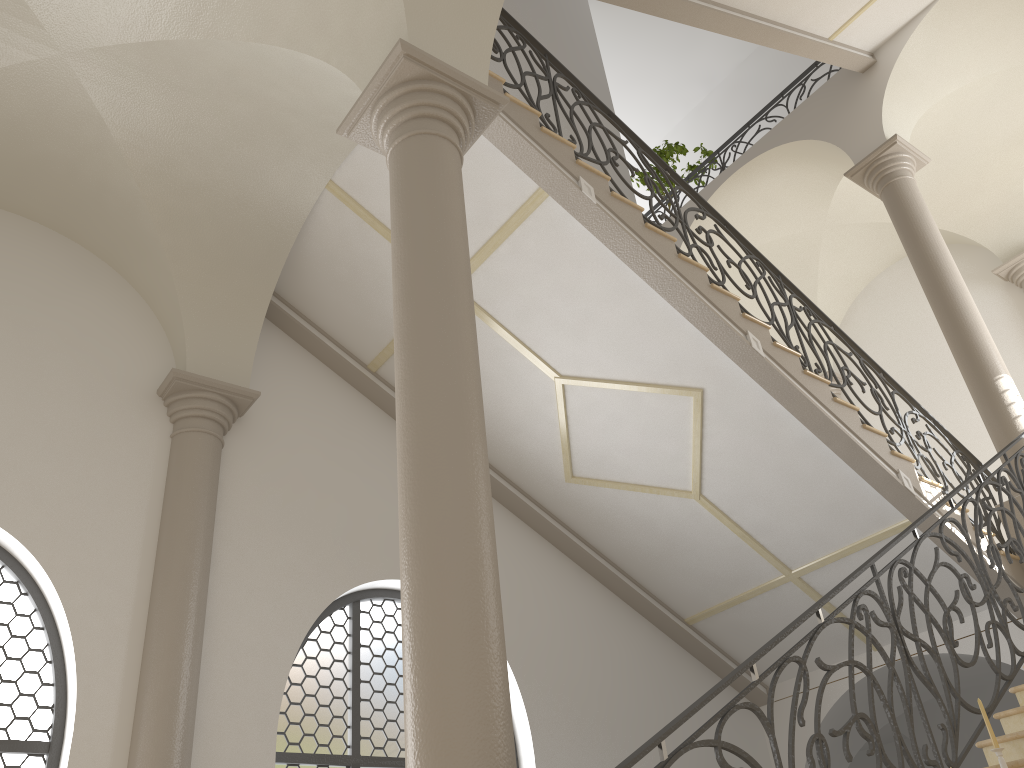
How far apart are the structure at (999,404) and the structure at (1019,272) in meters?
3.0

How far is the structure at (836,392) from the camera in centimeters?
1360cm

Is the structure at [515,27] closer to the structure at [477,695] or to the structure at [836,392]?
the structure at [477,695]

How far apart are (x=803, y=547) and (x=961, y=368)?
2.5m

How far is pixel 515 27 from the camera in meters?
7.0

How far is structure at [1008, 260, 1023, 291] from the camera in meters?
11.6

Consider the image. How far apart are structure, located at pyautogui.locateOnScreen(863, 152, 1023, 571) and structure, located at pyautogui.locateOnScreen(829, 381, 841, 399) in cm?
434

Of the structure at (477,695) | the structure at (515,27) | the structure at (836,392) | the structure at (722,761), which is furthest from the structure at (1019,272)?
the structure at (477,695)

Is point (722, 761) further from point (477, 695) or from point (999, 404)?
point (999, 404)

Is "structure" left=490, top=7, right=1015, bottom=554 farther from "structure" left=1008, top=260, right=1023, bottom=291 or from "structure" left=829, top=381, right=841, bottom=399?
"structure" left=829, top=381, right=841, bottom=399
